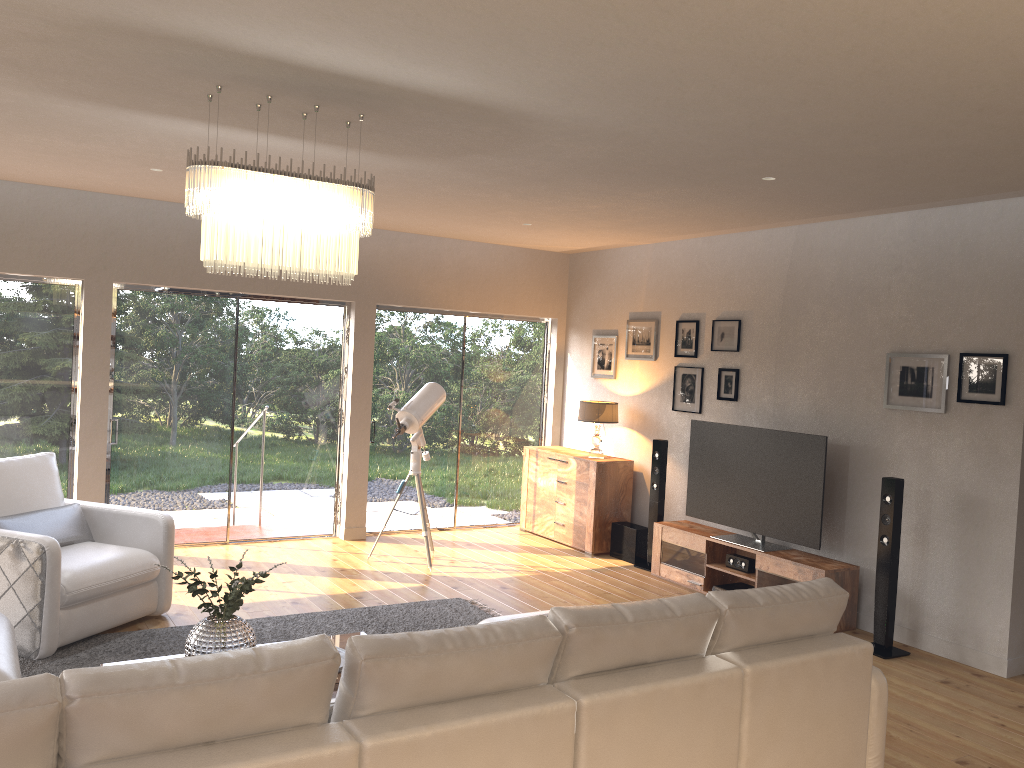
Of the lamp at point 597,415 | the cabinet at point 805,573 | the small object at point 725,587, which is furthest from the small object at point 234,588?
the lamp at point 597,415

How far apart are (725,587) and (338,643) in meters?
3.4

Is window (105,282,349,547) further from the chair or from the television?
the television

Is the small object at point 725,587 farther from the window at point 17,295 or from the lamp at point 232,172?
the window at point 17,295

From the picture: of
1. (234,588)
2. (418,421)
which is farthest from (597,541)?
(234,588)

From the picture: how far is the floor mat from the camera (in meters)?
4.66

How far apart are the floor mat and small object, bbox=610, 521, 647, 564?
2.0m

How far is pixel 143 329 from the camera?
7.10m

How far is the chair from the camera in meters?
4.6 m

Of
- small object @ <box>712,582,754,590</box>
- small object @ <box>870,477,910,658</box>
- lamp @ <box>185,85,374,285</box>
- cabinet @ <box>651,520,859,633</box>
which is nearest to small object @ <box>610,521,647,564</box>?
cabinet @ <box>651,520,859,633</box>
